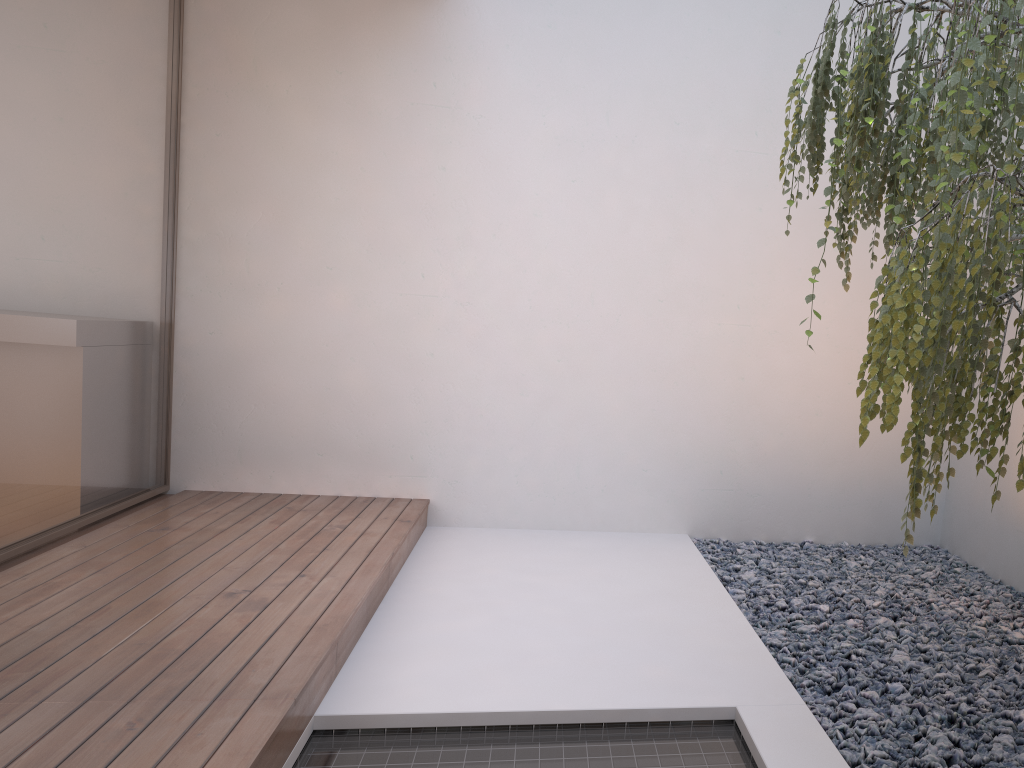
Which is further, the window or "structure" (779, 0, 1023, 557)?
the window

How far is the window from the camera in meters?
3.1

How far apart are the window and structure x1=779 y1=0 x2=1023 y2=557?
2.5 meters

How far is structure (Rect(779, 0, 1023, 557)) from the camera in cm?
147

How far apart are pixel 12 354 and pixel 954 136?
2.99m

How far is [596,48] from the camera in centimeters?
421cm

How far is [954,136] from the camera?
1.47m

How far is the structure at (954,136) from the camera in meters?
1.5 m

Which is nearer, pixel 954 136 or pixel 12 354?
pixel 954 136
